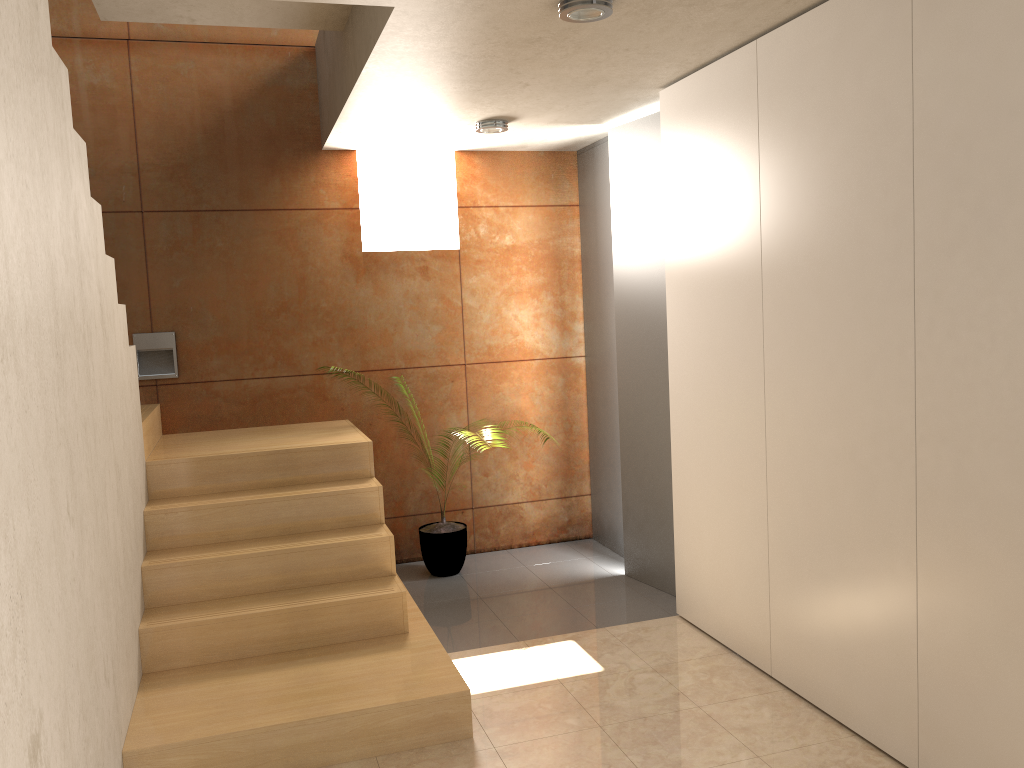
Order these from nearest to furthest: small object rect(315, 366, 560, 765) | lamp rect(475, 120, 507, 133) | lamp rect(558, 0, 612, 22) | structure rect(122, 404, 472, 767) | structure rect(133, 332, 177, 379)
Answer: lamp rect(558, 0, 612, 22) → structure rect(122, 404, 472, 767) → lamp rect(475, 120, 507, 133) → structure rect(133, 332, 177, 379) → small object rect(315, 366, 560, 765)

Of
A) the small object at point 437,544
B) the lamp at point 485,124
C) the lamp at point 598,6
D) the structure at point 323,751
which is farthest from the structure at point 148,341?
the lamp at point 598,6

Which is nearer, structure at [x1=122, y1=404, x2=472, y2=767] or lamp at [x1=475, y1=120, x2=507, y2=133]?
structure at [x1=122, y1=404, x2=472, y2=767]

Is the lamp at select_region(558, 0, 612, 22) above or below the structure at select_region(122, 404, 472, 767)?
above

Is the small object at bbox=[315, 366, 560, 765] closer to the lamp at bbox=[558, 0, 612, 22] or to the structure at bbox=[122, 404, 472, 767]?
the structure at bbox=[122, 404, 472, 767]

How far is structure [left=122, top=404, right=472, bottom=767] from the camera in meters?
3.0

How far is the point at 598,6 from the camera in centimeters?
280cm

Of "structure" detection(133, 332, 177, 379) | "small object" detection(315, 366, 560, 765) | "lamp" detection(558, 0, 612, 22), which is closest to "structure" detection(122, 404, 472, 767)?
"structure" detection(133, 332, 177, 379)

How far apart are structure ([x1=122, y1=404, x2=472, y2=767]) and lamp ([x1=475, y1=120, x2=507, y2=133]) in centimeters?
172cm

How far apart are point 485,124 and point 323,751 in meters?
3.1 m
